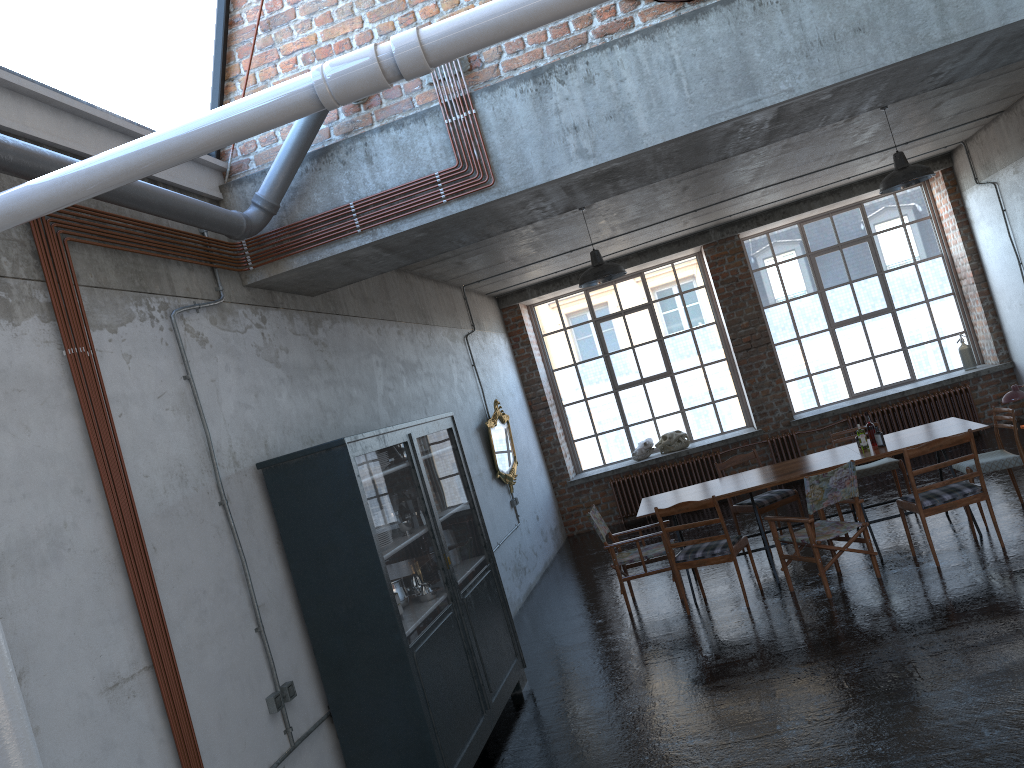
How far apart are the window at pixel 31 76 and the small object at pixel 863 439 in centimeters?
602cm

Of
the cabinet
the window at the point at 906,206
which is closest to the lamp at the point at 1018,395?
the window at the point at 906,206

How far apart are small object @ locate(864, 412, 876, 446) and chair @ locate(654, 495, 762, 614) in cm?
159

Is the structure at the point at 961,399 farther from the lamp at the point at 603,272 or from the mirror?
the lamp at the point at 603,272

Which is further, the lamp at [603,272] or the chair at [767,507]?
the chair at [767,507]

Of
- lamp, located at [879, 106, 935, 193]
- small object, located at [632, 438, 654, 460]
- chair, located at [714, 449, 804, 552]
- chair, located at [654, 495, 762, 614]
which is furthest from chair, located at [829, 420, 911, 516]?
small object, located at [632, 438, 654, 460]

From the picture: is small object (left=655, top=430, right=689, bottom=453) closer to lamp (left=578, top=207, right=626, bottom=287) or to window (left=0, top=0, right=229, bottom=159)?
lamp (left=578, top=207, right=626, bottom=287)

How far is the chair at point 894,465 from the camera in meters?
9.1

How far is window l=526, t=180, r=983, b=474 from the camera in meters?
13.4

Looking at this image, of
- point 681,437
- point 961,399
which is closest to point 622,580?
point 681,437
